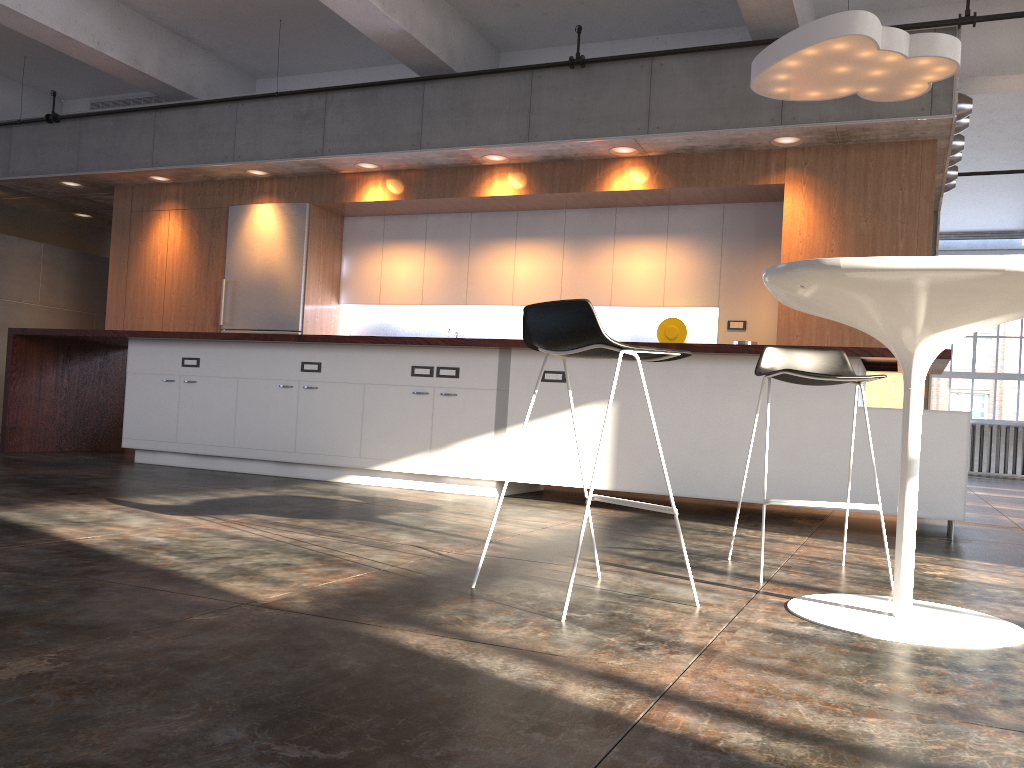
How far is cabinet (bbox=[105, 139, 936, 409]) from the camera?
6.53m

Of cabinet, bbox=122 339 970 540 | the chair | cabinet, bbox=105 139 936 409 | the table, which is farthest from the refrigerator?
the table

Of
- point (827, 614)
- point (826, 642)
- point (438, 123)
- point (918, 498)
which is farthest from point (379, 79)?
point (826, 642)

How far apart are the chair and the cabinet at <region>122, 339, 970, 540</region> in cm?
139

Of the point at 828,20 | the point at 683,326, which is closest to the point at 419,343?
the point at 683,326

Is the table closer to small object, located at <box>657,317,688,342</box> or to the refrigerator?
small object, located at <box>657,317,688,342</box>

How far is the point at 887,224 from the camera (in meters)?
6.53

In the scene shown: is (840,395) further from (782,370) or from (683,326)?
(683,326)

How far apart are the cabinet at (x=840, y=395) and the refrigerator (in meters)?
2.12

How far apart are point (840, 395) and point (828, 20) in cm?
204
